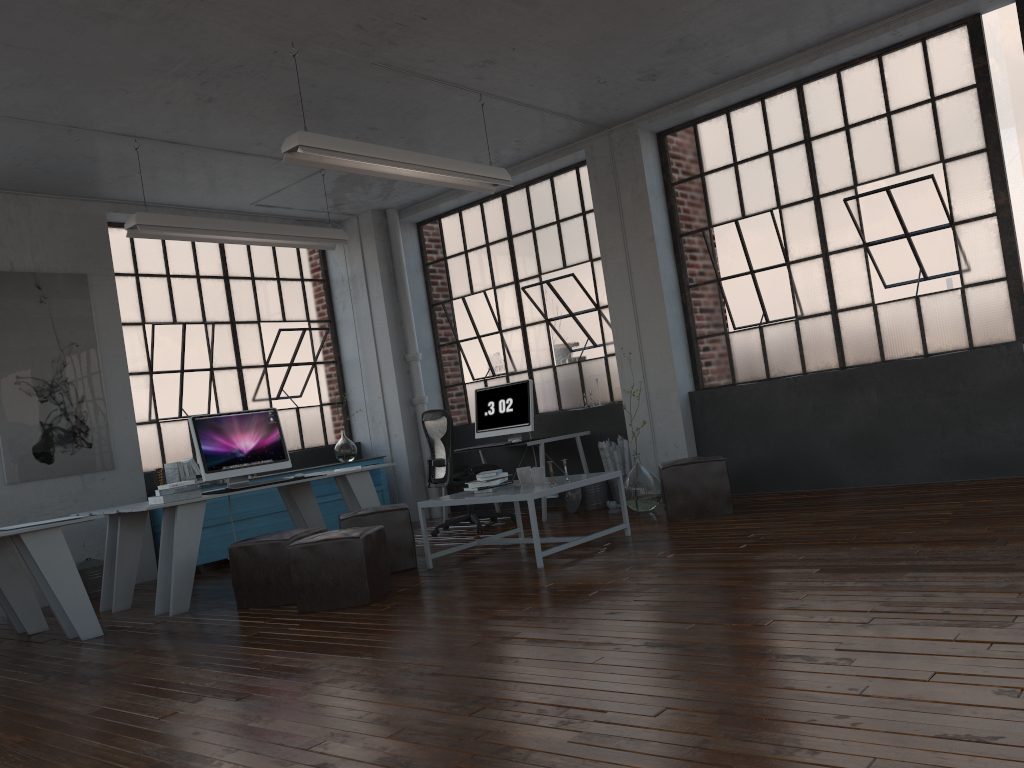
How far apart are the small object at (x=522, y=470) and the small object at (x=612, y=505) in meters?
1.9 m

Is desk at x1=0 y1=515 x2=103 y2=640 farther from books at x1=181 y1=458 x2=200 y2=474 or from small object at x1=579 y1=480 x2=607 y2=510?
small object at x1=579 y1=480 x2=607 y2=510

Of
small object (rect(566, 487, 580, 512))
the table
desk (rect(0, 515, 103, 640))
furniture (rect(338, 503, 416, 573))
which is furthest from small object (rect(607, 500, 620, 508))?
→ desk (rect(0, 515, 103, 640))

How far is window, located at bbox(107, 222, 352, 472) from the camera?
8.04m

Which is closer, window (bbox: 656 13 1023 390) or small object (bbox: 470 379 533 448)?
window (bbox: 656 13 1023 390)

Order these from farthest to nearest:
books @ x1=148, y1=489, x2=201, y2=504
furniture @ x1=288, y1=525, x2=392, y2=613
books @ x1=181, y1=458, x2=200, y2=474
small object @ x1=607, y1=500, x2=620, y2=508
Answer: books @ x1=181, y1=458, x2=200, y2=474 → small object @ x1=607, y1=500, x2=620, y2=508 → books @ x1=148, y1=489, x2=201, y2=504 → furniture @ x1=288, y1=525, x2=392, y2=613

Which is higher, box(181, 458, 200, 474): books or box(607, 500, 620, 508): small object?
box(181, 458, 200, 474): books

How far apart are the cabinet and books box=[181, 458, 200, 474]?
0.43m

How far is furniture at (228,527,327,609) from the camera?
5.2m

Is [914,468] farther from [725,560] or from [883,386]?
[725,560]
